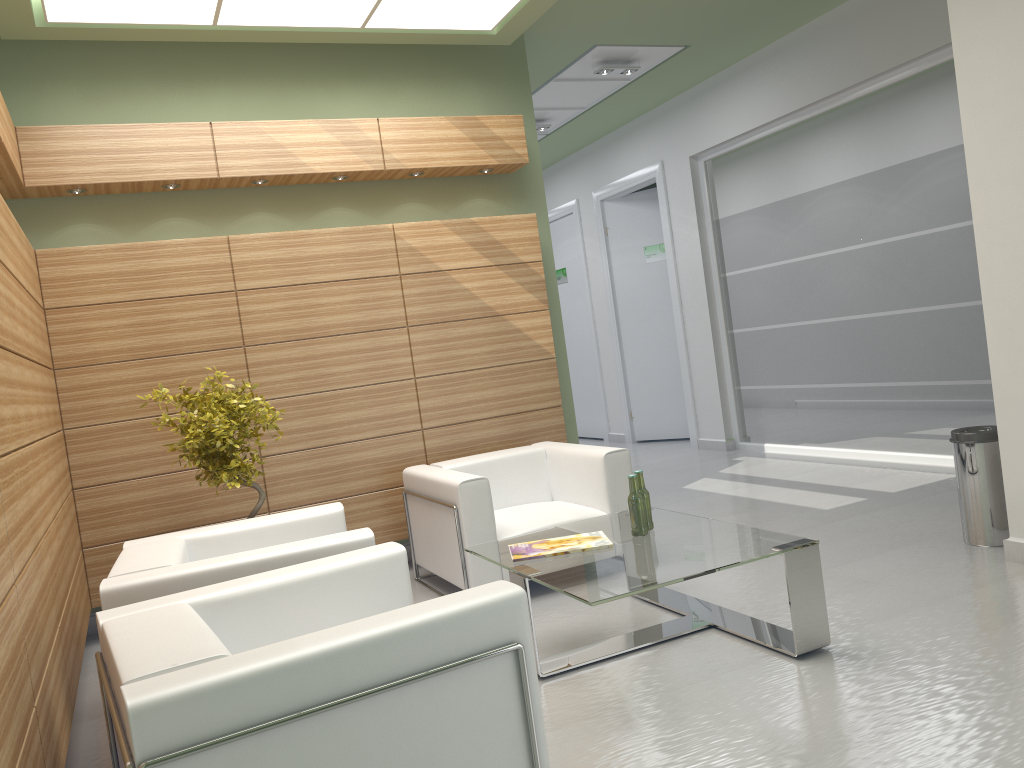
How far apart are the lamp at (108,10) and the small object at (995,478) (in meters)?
6.20

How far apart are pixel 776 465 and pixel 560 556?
8.0m

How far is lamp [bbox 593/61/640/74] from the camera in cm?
1319

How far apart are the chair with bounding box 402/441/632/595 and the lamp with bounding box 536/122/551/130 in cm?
820

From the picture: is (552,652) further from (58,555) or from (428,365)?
(428,365)

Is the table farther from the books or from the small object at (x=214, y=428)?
the small object at (x=214, y=428)

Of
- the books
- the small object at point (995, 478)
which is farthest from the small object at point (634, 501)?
the small object at point (995, 478)

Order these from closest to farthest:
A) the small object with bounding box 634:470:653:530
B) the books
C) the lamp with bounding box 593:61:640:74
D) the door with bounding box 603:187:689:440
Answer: the books → the small object with bounding box 634:470:653:530 → the lamp with bounding box 593:61:640:74 → the door with bounding box 603:187:689:440

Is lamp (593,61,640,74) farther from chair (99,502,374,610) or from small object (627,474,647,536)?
chair (99,502,374,610)

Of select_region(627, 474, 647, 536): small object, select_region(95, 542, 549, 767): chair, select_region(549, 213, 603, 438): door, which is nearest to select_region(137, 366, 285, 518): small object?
select_region(95, 542, 549, 767): chair
